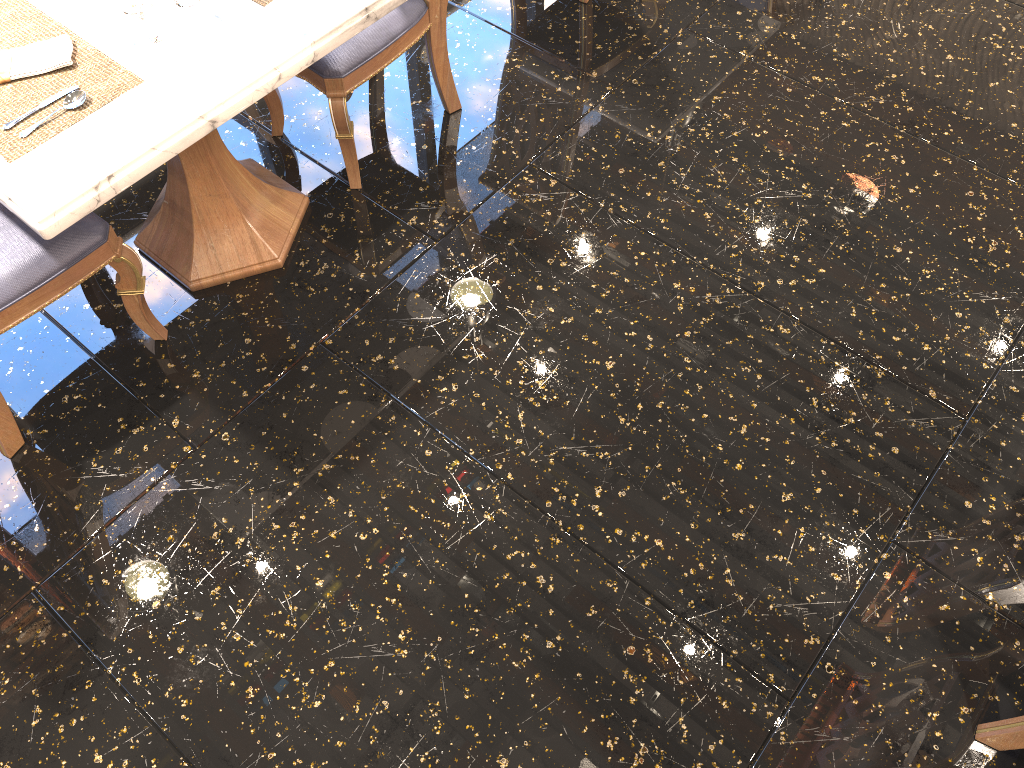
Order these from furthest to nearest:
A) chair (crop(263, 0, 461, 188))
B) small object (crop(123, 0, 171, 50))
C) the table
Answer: chair (crop(263, 0, 461, 188)) < small object (crop(123, 0, 171, 50)) < the table

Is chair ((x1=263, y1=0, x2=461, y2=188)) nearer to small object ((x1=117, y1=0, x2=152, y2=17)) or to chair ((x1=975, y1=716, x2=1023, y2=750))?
small object ((x1=117, y1=0, x2=152, y2=17))

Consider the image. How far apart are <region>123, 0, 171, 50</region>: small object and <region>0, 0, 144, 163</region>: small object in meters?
0.1 m

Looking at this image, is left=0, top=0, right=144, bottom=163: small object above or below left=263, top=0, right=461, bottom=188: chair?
above

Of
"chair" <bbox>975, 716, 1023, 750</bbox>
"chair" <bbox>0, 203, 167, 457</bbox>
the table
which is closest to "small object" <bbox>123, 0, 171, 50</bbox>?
the table

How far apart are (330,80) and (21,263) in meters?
0.9

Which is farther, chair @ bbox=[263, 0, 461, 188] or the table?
chair @ bbox=[263, 0, 461, 188]

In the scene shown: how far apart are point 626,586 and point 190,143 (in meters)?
1.33

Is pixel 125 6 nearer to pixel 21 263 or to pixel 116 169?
pixel 116 169

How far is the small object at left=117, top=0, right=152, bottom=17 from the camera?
1.9 meters
